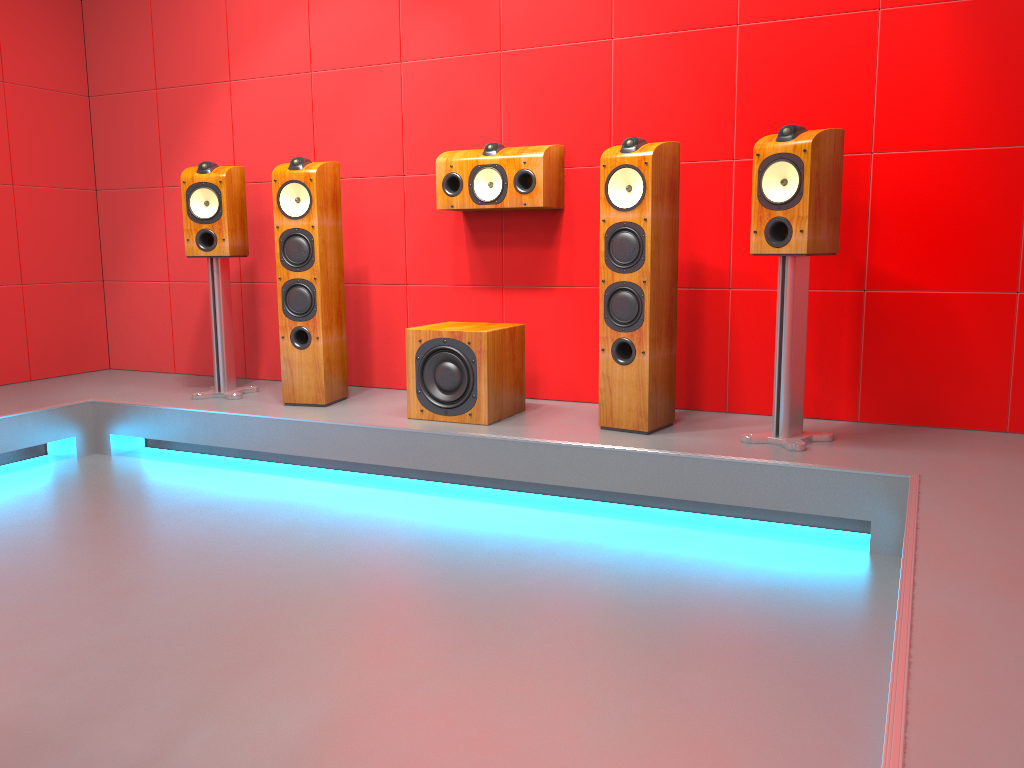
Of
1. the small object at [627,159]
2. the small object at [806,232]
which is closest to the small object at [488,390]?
the small object at [627,159]

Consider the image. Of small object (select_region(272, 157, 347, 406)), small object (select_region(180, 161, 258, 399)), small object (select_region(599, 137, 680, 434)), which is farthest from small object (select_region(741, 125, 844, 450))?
small object (select_region(180, 161, 258, 399))

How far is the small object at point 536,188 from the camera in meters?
3.6

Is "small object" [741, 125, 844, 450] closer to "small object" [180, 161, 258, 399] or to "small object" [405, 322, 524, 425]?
"small object" [405, 322, 524, 425]

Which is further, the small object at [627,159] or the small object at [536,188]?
the small object at [536,188]

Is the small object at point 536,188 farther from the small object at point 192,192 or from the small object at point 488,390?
the small object at point 192,192

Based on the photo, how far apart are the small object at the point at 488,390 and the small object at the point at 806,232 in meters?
1.0

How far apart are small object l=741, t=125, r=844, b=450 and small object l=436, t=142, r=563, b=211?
0.93m

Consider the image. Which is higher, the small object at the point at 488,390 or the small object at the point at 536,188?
the small object at the point at 536,188

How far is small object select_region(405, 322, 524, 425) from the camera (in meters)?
3.36
